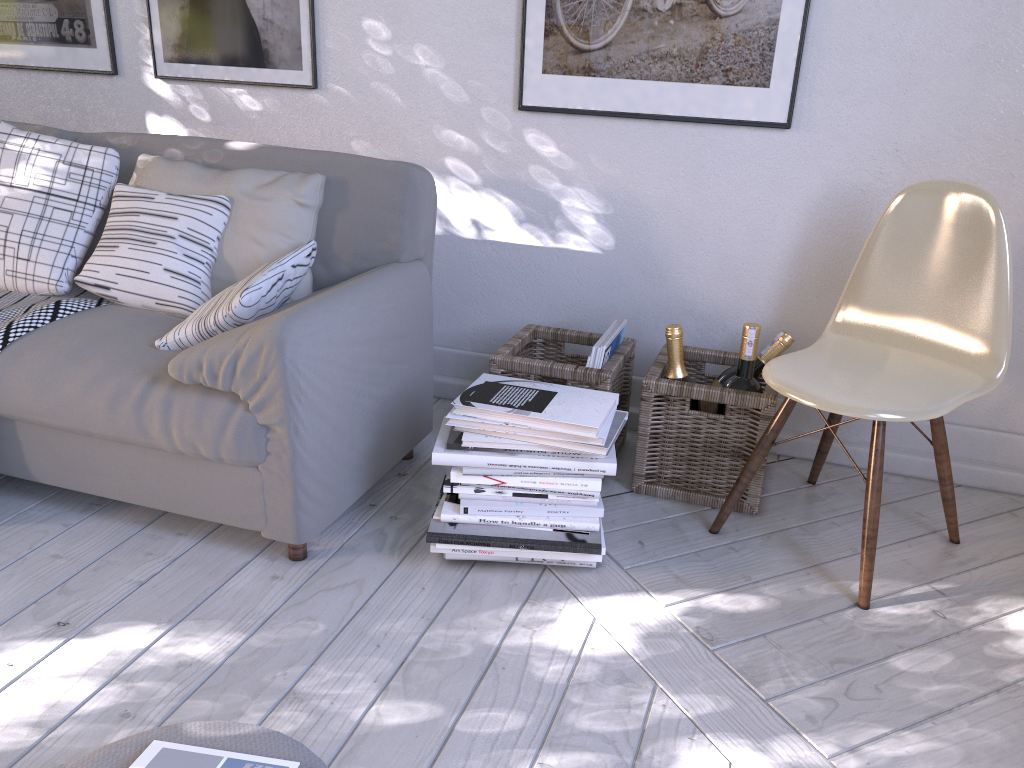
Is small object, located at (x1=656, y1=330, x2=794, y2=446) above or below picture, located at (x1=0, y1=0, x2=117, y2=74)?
below

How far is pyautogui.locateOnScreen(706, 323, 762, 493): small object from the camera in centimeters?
181cm

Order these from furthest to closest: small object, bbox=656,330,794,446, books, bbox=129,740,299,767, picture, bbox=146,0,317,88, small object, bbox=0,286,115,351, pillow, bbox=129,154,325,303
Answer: picture, bbox=146,0,317,88
small object, bbox=656,330,794,446
pillow, bbox=129,154,325,303
small object, bbox=0,286,115,351
books, bbox=129,740,299,767

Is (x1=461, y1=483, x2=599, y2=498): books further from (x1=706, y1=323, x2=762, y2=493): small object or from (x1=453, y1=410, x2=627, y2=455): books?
(x1=706, y1=323, x2=762, y2=493): small object

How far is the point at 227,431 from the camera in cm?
153

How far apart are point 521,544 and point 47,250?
1.2 meters

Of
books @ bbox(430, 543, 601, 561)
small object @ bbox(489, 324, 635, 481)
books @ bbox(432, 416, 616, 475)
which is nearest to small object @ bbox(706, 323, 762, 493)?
small object @ bbox(489, 324, 635, 481)

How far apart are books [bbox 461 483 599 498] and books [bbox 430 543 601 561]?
0.11m

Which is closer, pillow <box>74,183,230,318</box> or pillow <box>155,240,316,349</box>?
pillow <box>155,240,316,349</box>

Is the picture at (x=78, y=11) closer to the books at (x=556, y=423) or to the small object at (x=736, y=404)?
the books at (x=556, y=423)
